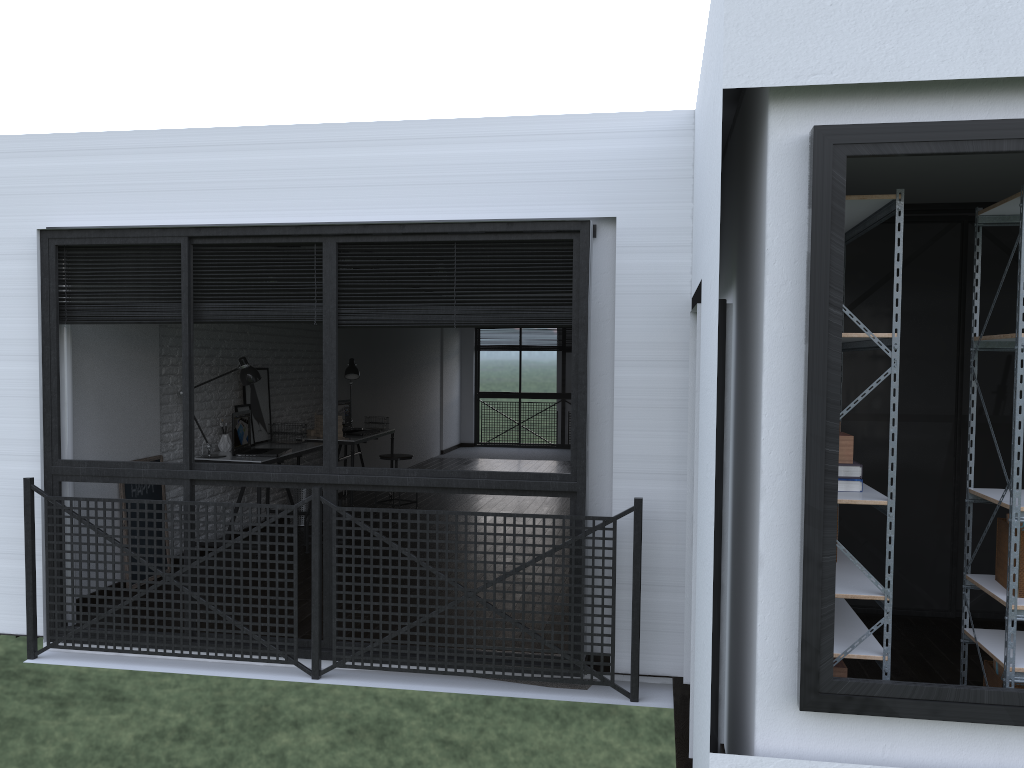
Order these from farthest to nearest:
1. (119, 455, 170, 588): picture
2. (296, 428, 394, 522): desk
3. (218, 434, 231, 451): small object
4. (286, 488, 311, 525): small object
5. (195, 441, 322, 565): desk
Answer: (296, 428, 394, 522): desk → (286, 488, 311, 525): small object → (218, 434, 231, 451): small object → (195, 441, 322, 565): desk → (119, 455, 170, 588): picture

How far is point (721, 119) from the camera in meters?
2.1

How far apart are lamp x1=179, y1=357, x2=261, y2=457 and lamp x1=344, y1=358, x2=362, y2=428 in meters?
2.1

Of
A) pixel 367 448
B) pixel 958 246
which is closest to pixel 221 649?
pixel 958 246

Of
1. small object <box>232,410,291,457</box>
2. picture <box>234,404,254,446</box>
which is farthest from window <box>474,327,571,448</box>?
small object <box>232,410,291,457</box>

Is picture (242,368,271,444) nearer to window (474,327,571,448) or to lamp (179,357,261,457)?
lamp (179,357,261,457)

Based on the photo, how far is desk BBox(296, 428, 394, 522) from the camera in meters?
7.7

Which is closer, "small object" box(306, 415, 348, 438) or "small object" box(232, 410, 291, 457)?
"small object" box(232, 410, 291, 457)

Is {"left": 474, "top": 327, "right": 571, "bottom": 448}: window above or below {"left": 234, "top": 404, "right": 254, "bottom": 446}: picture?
below

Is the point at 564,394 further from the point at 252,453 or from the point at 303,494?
the point at 252,453
